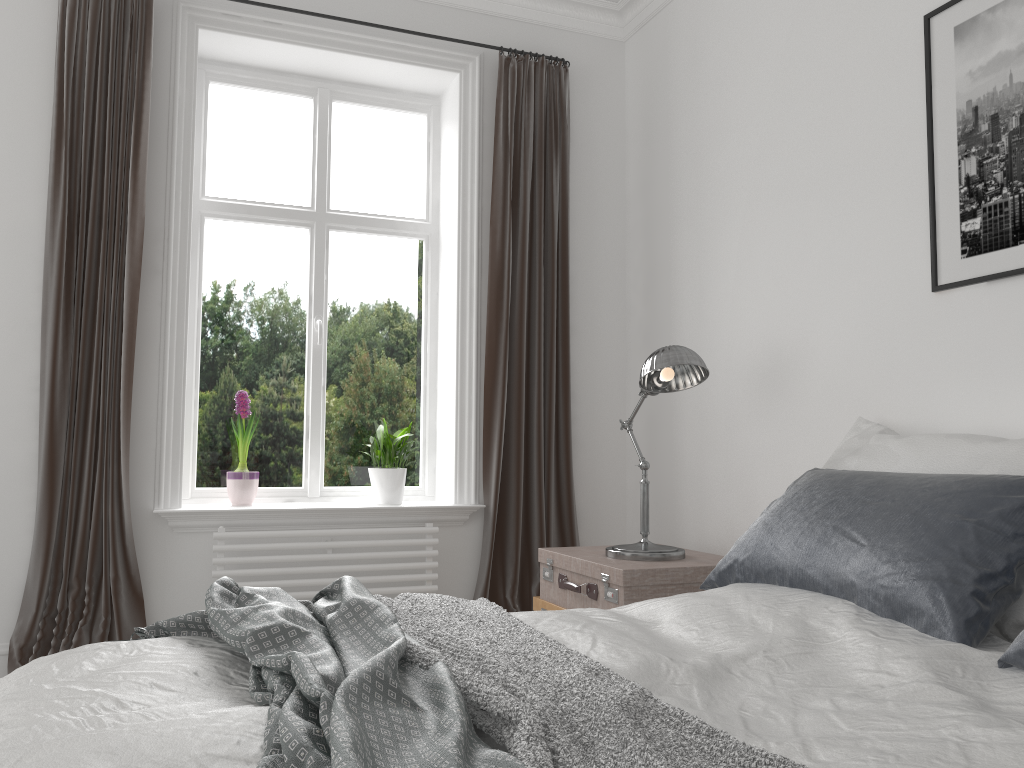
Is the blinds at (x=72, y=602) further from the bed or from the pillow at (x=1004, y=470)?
the pillow at (x=1004, y=470)

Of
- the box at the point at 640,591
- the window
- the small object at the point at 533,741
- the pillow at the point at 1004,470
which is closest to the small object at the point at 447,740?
the small object at the point at 533,741

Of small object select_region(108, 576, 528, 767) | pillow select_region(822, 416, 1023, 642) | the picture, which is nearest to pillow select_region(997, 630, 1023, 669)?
pillow select_region(822, 416, 1023, 642)

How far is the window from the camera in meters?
3.9

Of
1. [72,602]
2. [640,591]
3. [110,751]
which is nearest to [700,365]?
[640,591]

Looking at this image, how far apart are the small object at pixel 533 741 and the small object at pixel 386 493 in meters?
1.7 m

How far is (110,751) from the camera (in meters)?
1.10

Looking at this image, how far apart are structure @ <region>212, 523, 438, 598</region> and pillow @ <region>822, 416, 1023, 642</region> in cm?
170

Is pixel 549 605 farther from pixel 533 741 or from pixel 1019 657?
pixel 533 741

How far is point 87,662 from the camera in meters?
1.6
